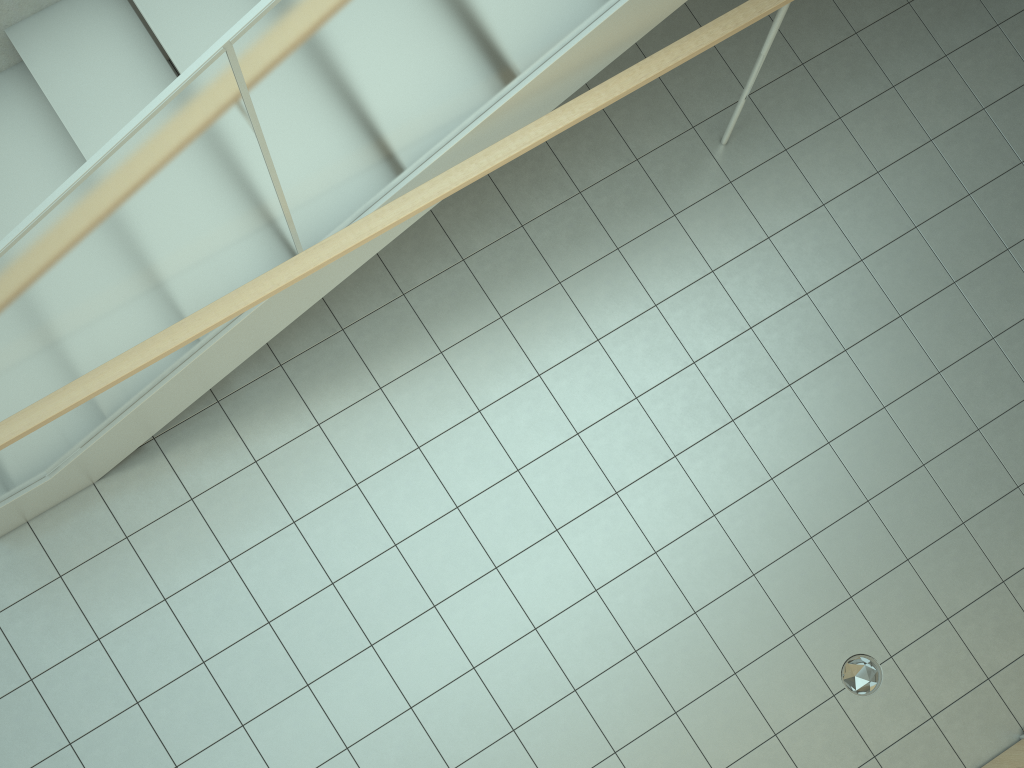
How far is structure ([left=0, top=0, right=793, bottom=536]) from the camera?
2.59m

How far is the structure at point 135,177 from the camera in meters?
2.6

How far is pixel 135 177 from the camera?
2.59m

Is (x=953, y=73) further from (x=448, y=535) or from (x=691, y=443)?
(x=448, y=535)
